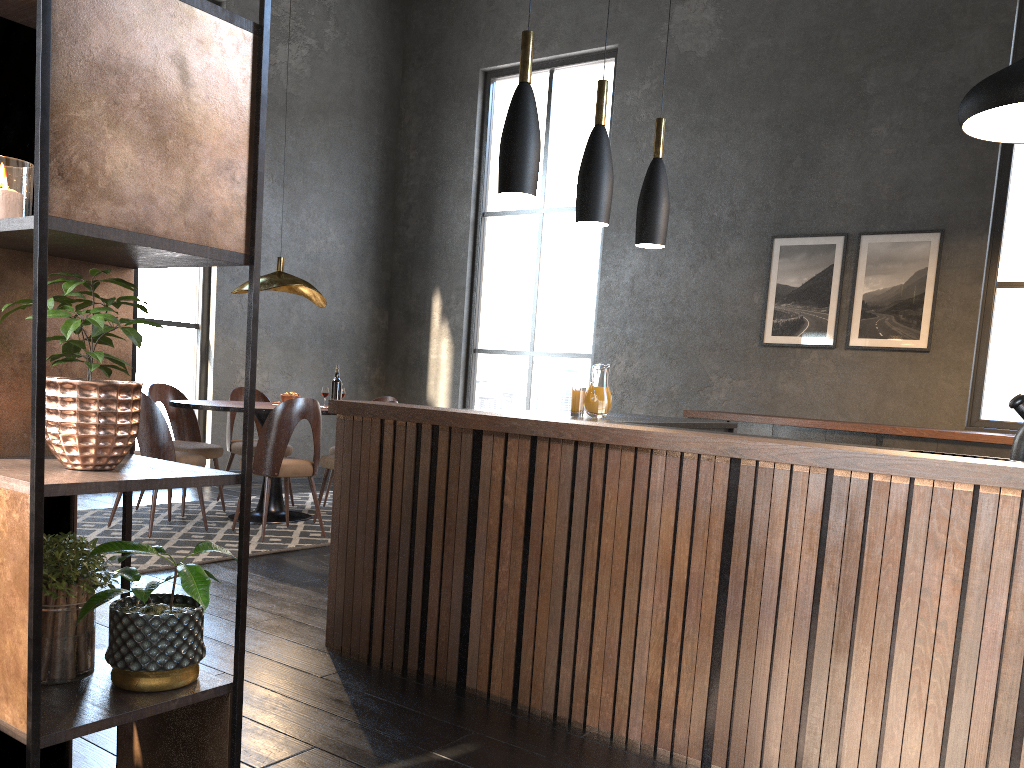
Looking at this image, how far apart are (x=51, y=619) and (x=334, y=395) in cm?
447

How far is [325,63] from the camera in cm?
842

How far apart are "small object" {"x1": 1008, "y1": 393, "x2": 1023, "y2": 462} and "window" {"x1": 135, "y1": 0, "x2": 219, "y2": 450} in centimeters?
643cm

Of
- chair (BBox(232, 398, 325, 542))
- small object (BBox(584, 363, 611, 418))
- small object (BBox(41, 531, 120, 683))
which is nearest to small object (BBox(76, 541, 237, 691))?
small object (BBox(41, 531, 120, 683))

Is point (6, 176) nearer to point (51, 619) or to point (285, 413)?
point (51, 619)

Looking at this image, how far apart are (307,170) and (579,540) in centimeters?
650cm

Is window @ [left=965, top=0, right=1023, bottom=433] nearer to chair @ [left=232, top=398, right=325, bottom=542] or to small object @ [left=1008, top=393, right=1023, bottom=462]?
small object @ [left=1008, top=393, right=1023, bottom=462]

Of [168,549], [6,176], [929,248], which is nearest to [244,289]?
[168,549]

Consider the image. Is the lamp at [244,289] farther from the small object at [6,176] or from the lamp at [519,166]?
the small object at [6,176]

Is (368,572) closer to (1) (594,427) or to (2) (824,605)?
(1) (594,427)
